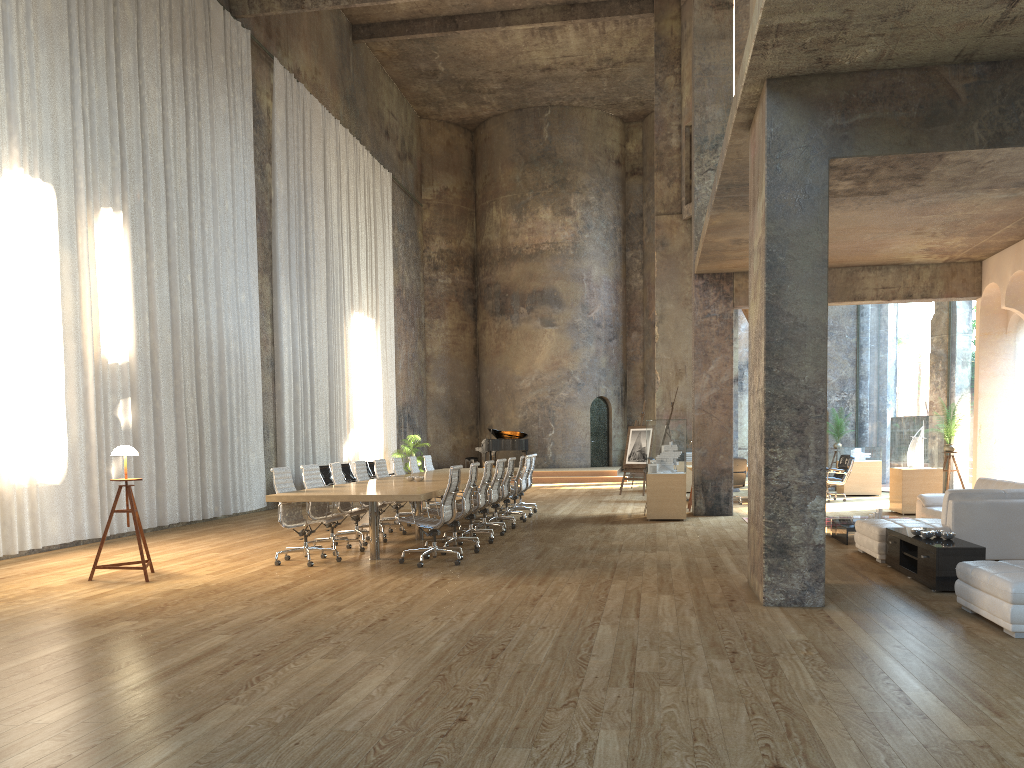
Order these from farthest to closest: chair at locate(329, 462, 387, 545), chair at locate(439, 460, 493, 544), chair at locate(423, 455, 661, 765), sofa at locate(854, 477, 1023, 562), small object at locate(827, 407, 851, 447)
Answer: small object at locate(827, 407, 851, 447), chair at locate(423, 455, 661, 765), chair at locate(329, 462, 387, 545), chair at locate(439, 460, 493, 544), sofa at locate(854, 477, 1023, 562)

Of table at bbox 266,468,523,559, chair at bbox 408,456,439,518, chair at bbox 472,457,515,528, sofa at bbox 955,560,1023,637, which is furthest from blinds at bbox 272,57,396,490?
sofa at bbox 955,560,1023,637

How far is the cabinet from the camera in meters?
6.9 m

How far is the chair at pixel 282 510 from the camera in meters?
9.1

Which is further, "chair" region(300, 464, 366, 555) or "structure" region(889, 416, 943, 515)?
"structure" region(889, 416, 943, 515)

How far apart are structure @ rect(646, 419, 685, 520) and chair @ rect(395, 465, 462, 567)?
4.8 meters

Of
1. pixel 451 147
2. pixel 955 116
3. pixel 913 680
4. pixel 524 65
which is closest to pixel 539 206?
pixel 451 147

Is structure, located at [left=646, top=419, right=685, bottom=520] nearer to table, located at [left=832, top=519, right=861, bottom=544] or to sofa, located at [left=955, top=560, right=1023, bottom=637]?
table, located at [left=832, top=519, right=861, bottom=544]

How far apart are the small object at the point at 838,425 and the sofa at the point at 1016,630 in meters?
13.6

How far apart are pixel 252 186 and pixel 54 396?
7.0m
